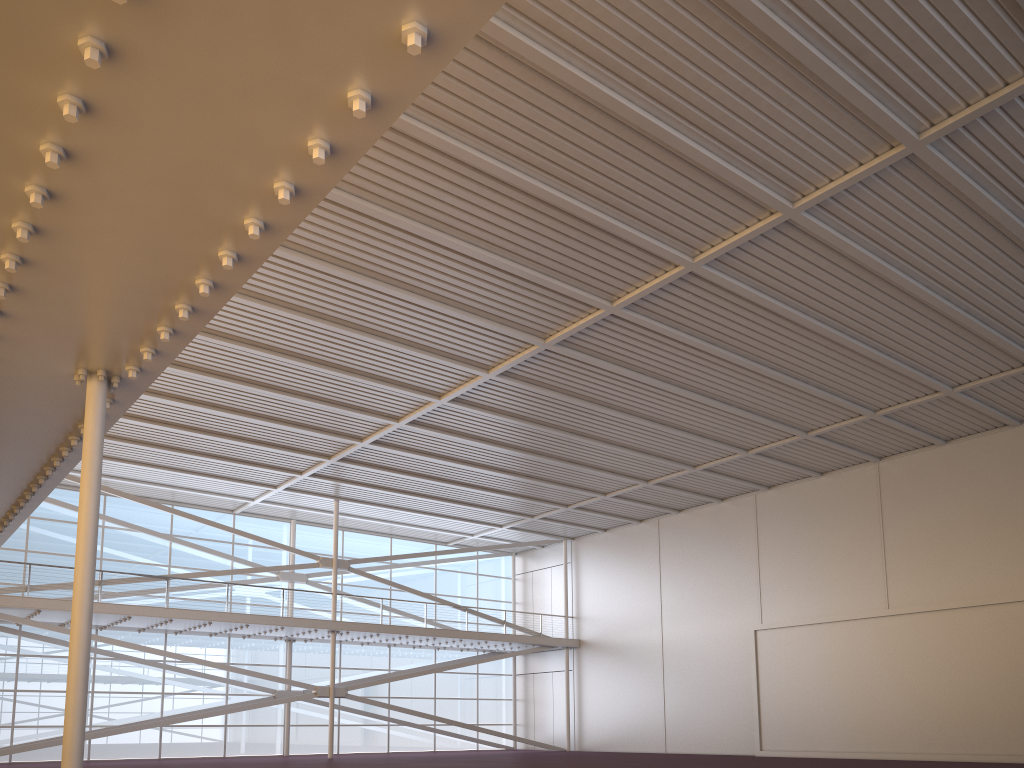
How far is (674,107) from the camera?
13.9 meters

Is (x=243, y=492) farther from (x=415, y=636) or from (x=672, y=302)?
(x=672, y=302)
